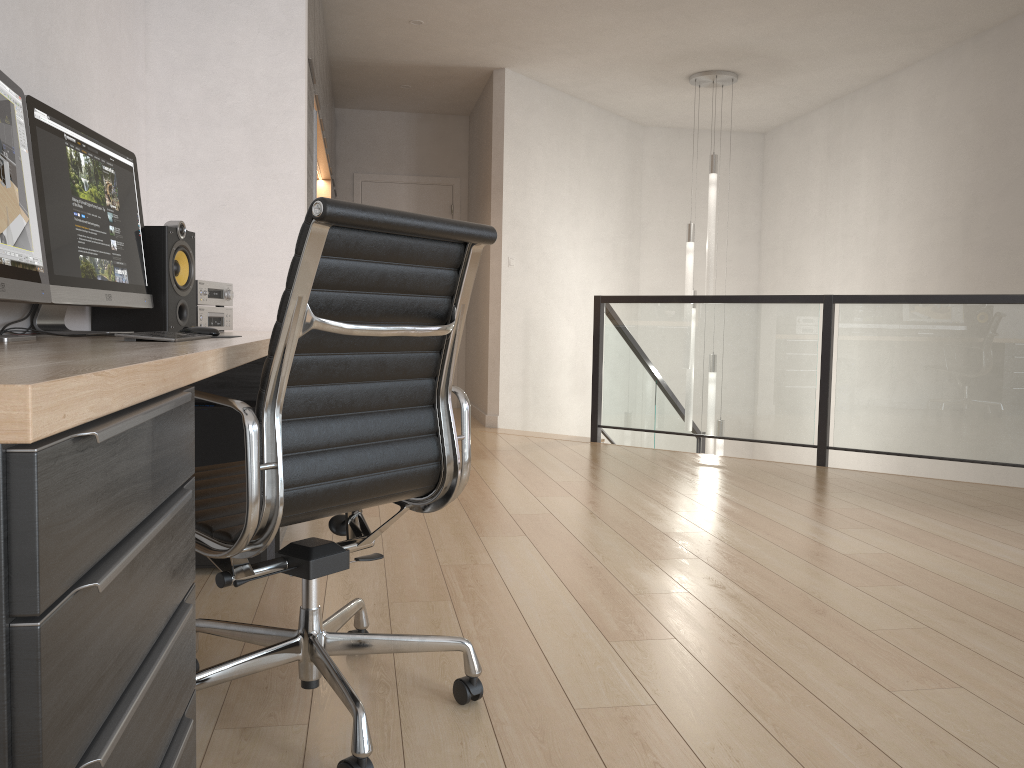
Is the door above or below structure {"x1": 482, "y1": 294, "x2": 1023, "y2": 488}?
above

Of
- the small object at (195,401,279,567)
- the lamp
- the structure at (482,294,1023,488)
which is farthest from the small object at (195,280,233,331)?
the lamp

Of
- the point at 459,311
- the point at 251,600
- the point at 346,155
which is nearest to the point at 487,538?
the point at 251,600

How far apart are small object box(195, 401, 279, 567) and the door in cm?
542

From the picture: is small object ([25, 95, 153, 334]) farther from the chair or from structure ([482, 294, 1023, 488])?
structure ([482, 294, 1023, 488])

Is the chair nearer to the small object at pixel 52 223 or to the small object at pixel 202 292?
the small object at pixel 52 223

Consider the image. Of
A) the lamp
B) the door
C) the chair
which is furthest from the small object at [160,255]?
the door

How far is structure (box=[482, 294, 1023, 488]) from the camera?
4.70m

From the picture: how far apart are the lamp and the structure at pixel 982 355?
0.3 meters

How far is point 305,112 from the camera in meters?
3.6
